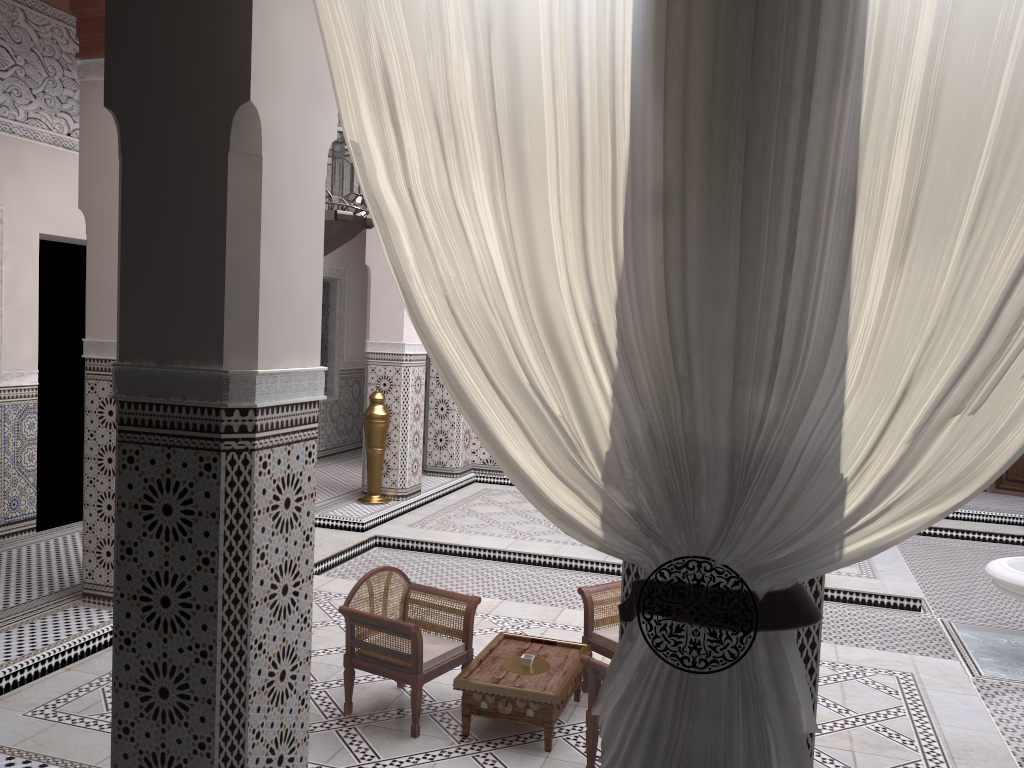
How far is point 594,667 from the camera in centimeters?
168cm

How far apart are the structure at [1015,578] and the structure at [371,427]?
2.40m

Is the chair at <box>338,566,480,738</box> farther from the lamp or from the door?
the door

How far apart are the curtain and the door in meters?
4.8

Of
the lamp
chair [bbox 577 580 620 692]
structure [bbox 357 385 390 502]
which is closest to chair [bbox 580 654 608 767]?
chair [bbox 577 580 620 692]

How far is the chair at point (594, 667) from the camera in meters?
1.7

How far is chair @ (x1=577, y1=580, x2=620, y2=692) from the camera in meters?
2.1 m

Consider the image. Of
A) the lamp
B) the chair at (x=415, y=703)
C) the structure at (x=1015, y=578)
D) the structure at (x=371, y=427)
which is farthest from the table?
the structure at (x=371, y=427)

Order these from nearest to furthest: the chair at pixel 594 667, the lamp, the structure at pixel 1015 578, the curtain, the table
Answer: the curtain → the lamp → the chair at pixel 594 667 → the table → the structure at pixel 1015 578

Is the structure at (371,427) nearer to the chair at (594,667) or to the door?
the chair at (594,667)
